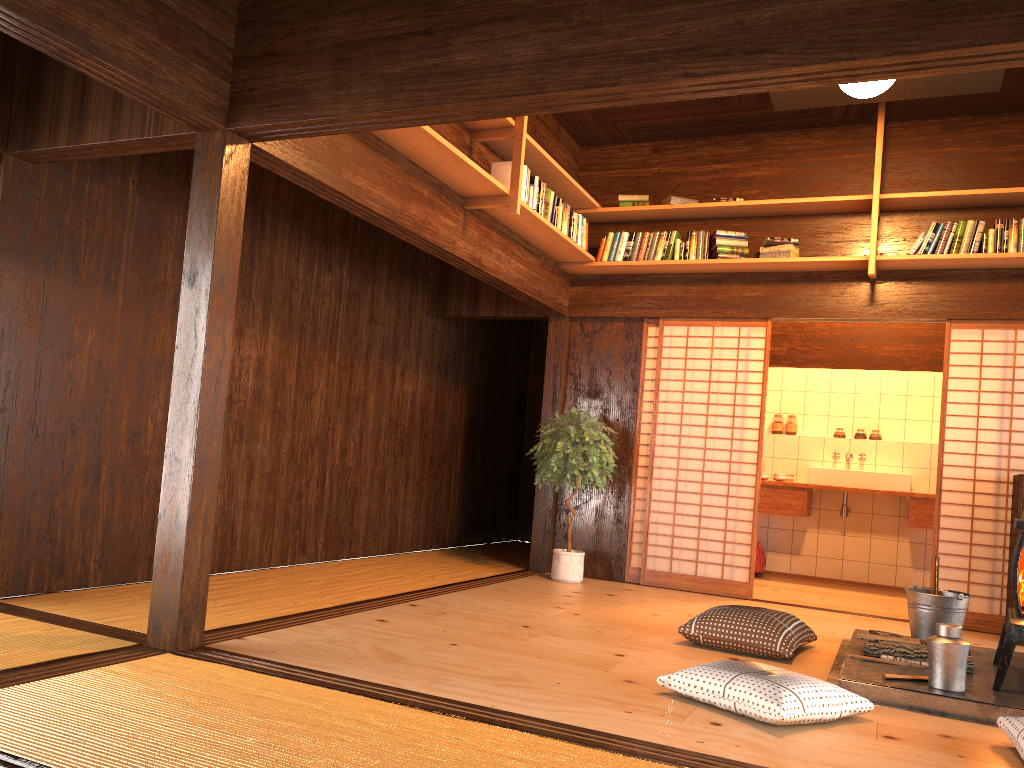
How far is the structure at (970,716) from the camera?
3.38m

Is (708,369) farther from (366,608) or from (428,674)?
(428,674)

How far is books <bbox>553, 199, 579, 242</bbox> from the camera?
6.0m

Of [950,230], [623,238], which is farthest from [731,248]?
[950,230]

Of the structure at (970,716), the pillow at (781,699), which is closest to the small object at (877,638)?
the structure at (970,716)

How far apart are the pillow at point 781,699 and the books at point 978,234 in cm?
364

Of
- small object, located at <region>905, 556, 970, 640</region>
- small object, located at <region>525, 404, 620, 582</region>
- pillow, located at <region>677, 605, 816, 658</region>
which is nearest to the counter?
small object, located at <region>525, 404, 620, 582</region>

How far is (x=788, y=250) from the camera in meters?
6.2 m

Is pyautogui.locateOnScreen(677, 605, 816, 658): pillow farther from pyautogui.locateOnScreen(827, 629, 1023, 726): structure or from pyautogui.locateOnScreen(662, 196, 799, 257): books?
pyautogui.locateOnScreen(662, 196, 799, 257): books

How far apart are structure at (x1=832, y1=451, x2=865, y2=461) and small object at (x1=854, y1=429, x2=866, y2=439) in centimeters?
34cm
